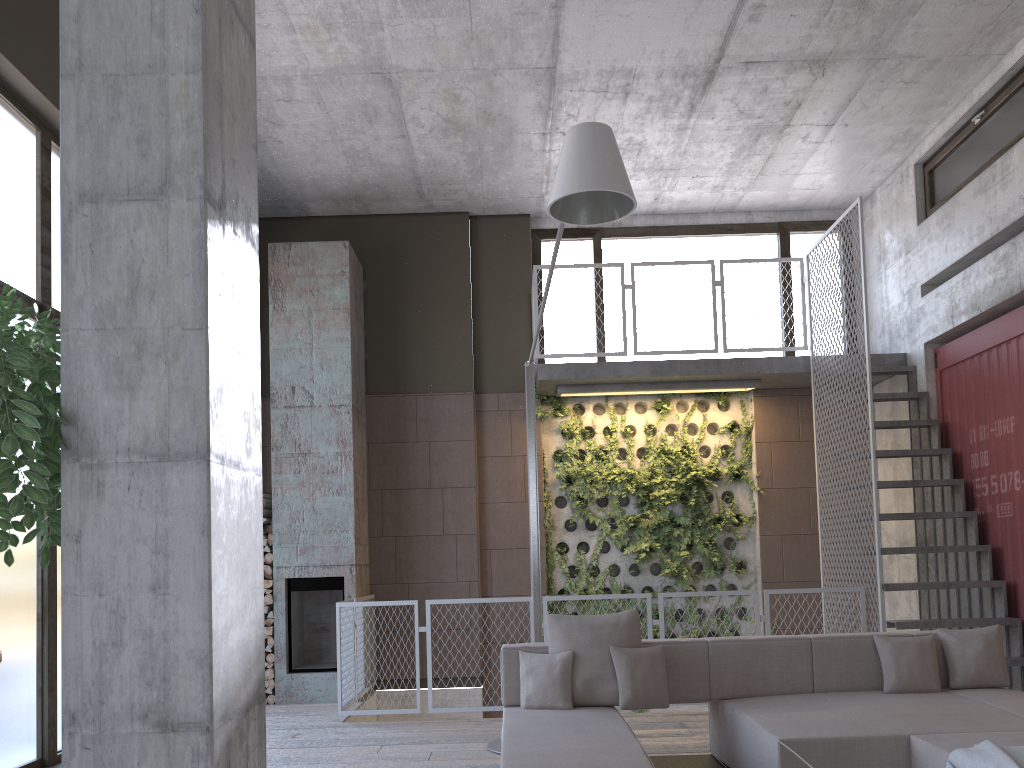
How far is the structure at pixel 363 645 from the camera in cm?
710

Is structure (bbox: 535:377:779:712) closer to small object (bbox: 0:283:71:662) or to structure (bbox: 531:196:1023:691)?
structure (bbox: 531:196:1023:691)

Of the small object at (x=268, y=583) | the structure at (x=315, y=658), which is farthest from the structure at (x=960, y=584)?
the small object at (x=268, y=583)

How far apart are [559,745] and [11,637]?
3.4m

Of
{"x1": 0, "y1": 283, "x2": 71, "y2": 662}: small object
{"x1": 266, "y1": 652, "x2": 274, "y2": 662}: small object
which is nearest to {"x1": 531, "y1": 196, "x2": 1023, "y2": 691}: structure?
A: {"x1": 266, "y1": 652, "x2": 274, "y2": 662}: small object

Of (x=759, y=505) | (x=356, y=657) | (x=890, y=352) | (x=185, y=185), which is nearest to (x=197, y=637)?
(x=185, y=185)

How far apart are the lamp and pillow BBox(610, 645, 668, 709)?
1.3 meters

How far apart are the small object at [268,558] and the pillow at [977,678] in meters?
5.8

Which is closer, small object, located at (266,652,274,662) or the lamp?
→ the lamp

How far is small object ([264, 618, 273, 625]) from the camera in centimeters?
831cm
